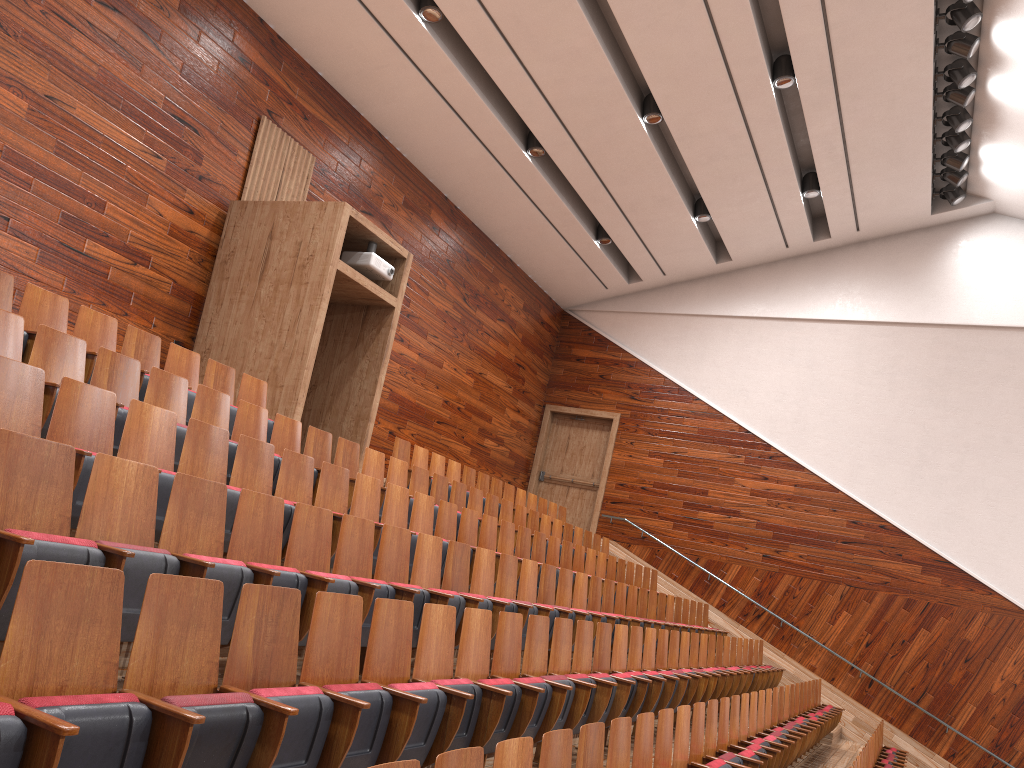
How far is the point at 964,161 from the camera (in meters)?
1.16

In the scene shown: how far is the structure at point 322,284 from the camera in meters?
0.8

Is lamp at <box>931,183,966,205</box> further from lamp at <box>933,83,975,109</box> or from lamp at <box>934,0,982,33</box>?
lamp at <box>934,0,982,33</box>

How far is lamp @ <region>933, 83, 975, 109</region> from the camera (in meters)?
1.03

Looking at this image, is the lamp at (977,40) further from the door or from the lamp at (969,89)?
the door

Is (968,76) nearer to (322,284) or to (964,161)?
(964,161)

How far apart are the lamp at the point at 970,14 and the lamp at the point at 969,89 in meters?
0.1 m

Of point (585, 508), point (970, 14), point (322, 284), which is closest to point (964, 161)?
point (970, 14)

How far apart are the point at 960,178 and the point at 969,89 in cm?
19

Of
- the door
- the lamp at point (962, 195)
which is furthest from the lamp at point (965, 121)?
the door
